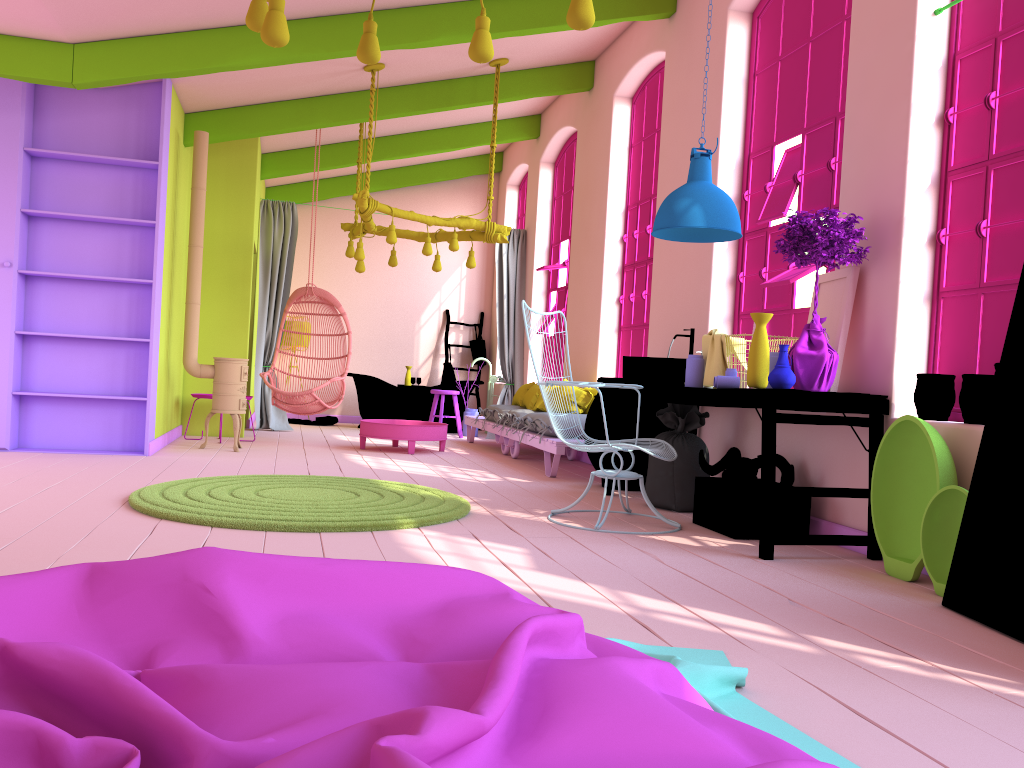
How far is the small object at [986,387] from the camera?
3.87m

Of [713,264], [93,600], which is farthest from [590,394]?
[93,600]

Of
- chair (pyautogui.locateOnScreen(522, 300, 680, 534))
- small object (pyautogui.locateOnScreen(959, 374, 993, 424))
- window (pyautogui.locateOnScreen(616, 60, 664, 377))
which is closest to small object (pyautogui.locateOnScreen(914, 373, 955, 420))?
small object (pyautogui.locateOnScreen(959, 374, 993, 424))

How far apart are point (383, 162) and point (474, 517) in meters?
8.3

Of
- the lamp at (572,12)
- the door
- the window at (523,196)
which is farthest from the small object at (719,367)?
the window at (523,196)

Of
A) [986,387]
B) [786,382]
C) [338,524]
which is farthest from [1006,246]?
[338,524]

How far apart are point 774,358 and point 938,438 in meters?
1.0

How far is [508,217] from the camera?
12.9m

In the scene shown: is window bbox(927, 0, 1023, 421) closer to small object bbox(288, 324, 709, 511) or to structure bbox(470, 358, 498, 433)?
small object bbox(288, 324, 709, 511)

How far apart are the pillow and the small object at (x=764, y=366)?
3.7 meters
